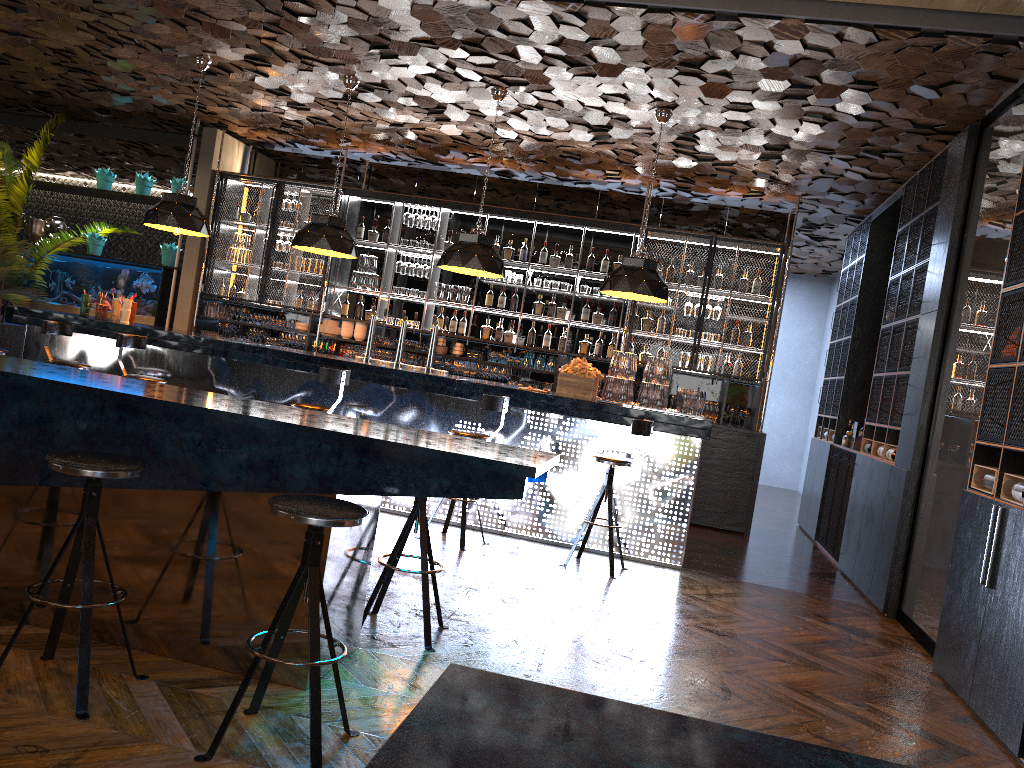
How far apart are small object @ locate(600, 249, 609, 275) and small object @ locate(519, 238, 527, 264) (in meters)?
0.92

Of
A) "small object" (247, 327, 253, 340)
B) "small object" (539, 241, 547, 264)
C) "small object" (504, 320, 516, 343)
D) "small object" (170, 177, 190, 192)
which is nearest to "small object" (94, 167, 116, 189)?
"small object" (170, 177, 190, 192)

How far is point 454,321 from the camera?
10.35m

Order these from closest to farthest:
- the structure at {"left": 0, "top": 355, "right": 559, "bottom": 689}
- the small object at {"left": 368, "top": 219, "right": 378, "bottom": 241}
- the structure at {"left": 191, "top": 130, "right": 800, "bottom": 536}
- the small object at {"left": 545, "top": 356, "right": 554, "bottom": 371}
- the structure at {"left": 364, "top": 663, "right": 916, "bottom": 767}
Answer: the structure at {"left": 364, "top": 663, "right": 916, "bottom": 767}
the structure at {"left": 0, "top": 355, "right": 559, "bottom": 689}
the structure at {"left": 191, "top": 130, "right": 800, "bottom": 536}
the small object at {"left": 545, "top": 356, "right": 554, "bottom": 371}
the small object at {"left": 368, "top": 219, "right": 378, "bottom": 241}

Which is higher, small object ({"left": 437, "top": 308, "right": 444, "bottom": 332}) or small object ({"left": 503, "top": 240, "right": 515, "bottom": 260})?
small object ({"left": 503, "top": 240, "right": 515, "bottom": 260})

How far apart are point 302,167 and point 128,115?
2.2 meters

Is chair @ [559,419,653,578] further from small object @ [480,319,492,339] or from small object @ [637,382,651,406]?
small object @ [480,319,492,339]

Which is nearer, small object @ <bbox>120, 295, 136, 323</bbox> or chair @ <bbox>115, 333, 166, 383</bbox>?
chair @ <bbox>115, 333, 166, 383</bbox>

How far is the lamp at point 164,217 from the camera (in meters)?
7.83

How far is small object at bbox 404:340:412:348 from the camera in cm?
1020
